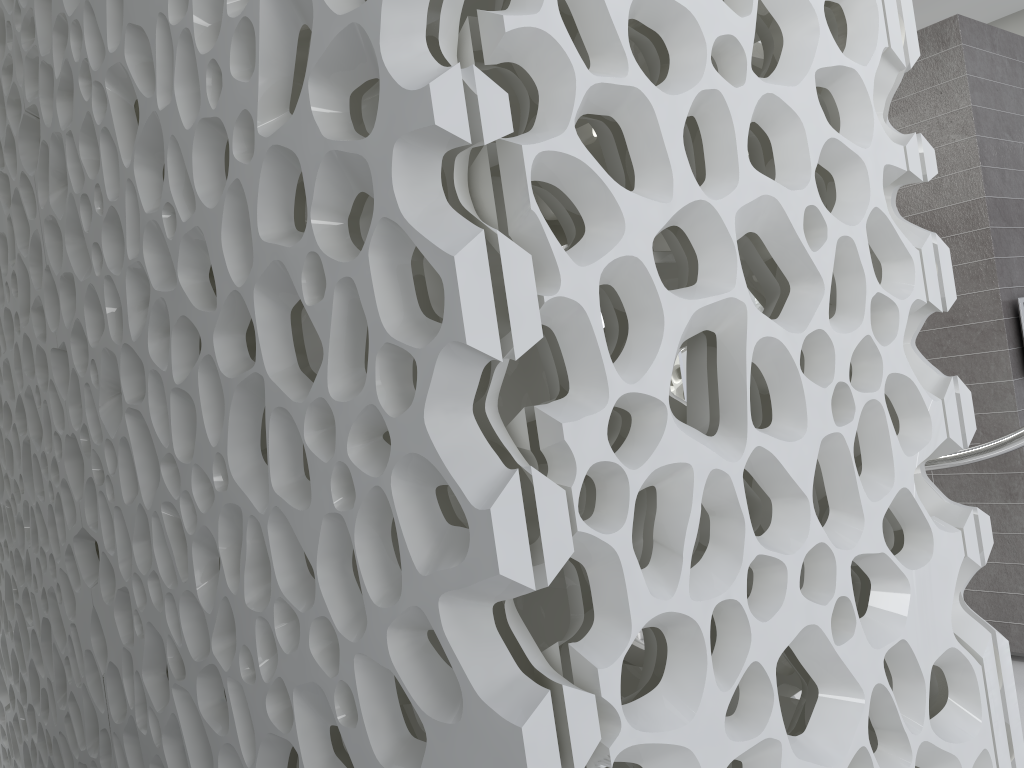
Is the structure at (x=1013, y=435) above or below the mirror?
below

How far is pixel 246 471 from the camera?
1.7m

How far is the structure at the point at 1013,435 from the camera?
3.0 meters

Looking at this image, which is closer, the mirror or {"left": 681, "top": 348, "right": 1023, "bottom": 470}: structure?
{"left": 681, "top": 348, "right": 1023, "bottom": 470}: structure

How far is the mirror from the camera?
5.28m

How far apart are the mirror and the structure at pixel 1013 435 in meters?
2.1

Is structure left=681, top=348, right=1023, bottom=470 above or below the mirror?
below

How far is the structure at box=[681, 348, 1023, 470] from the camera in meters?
3.0 m

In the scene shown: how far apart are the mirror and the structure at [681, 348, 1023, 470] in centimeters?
208cm
